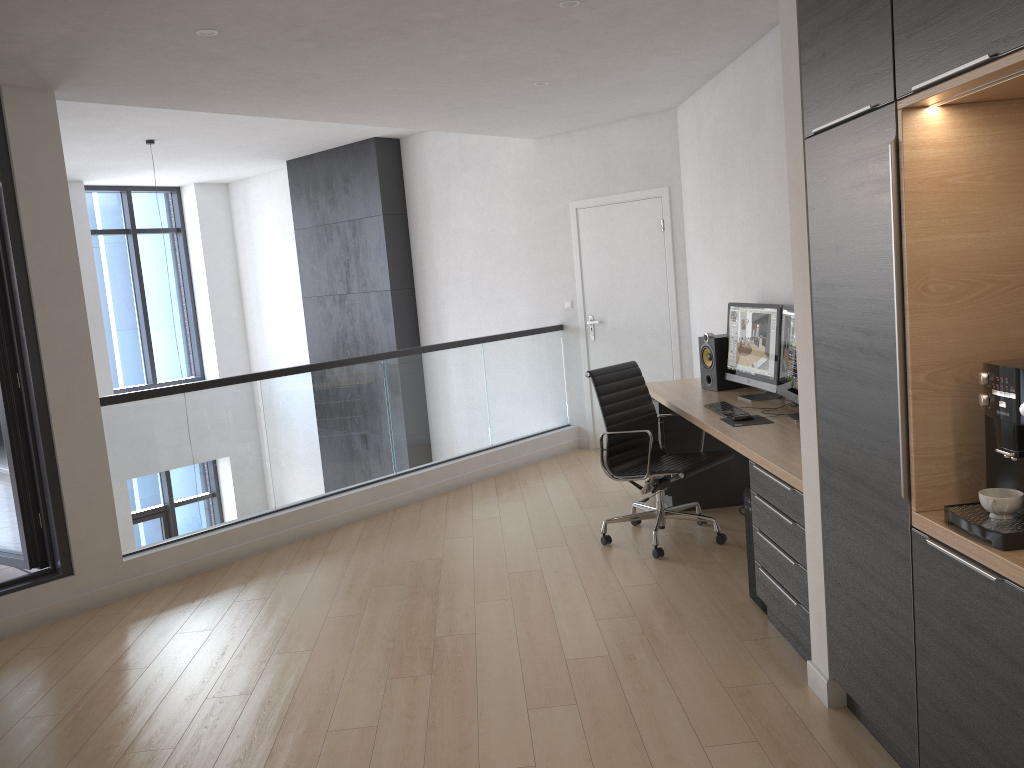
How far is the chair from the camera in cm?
477

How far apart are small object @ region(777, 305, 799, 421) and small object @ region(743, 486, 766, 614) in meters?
0.5 m

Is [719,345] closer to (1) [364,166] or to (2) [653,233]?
(2) [653,233]

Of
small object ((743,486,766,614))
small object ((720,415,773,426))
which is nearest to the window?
small object ((720,415,773,426))

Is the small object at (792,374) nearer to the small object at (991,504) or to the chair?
the chair

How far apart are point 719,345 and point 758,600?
1.9 meters

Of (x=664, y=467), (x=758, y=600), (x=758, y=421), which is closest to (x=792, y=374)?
(x=758, y=421)

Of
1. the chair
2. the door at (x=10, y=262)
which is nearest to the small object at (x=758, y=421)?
the chair

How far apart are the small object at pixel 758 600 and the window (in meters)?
8.53

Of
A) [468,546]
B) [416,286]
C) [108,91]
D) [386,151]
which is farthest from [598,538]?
[386,151]
